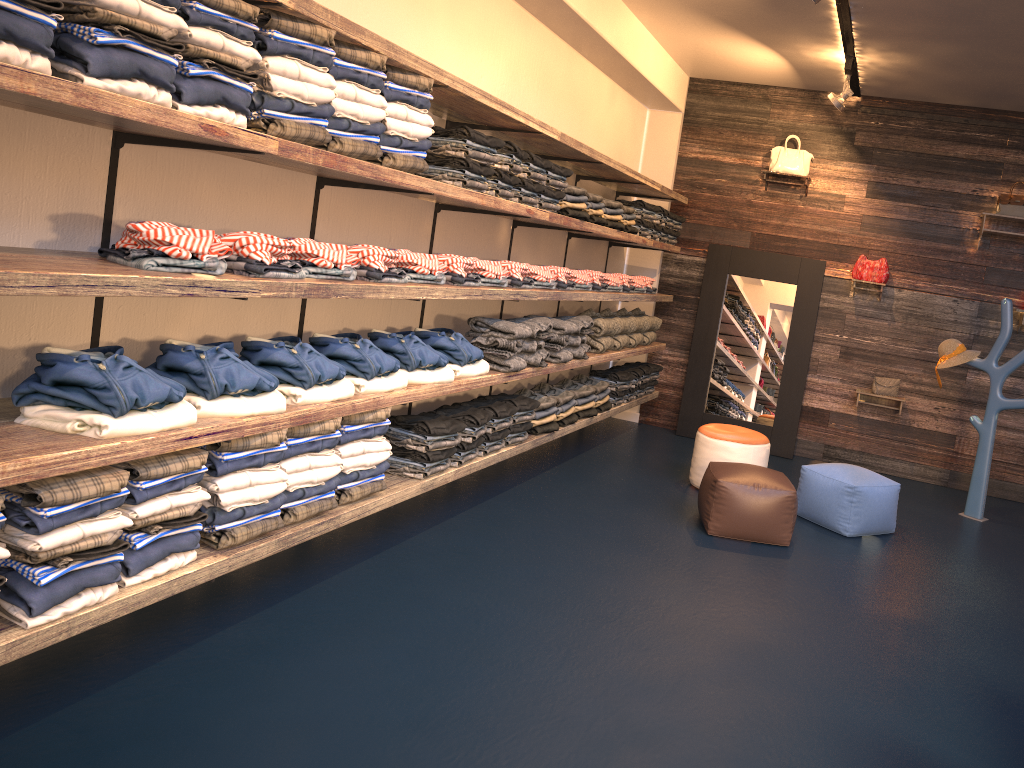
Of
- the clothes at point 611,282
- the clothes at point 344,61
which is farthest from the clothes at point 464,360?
the clothes at point 611,282

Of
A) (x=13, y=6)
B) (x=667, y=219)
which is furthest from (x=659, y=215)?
(x=13, y=6)

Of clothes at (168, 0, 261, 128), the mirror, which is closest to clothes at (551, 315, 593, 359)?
the mirror

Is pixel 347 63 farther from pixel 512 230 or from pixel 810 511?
pixel 810 511

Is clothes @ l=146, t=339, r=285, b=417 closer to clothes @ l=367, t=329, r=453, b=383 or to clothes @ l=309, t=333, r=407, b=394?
clothes @ l=309, t=333, r=407, b=394

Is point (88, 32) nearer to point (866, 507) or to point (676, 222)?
point (866, 507)

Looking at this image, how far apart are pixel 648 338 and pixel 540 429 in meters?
2.5

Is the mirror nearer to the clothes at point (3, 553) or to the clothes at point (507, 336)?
the clothes at point (507, 336)

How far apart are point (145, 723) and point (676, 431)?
6.3 meters

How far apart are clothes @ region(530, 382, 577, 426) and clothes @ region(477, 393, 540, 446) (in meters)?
0.64
